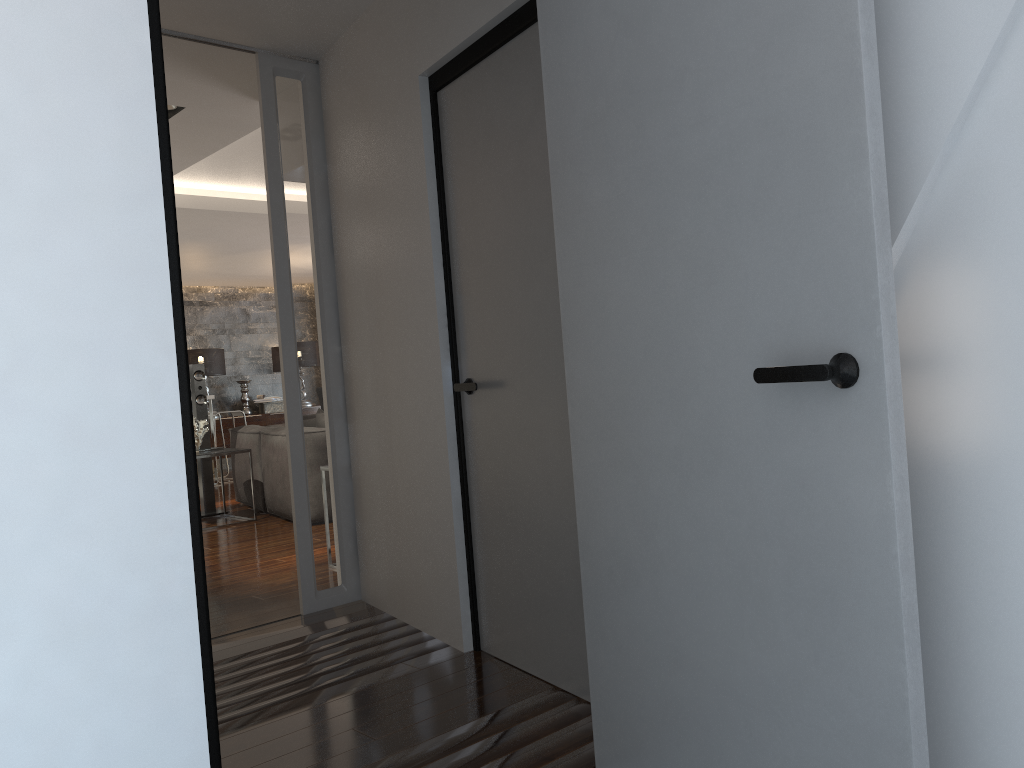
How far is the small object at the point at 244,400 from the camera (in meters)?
12.67

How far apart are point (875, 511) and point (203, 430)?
6.59m

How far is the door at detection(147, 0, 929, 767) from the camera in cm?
139

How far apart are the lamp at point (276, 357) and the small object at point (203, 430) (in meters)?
5.82

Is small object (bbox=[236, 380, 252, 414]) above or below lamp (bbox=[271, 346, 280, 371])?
below

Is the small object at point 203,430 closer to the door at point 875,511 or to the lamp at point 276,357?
the door at point 875,511

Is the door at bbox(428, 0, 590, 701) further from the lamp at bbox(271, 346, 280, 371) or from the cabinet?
the lamp at bbox(271, 346, 280, 371)

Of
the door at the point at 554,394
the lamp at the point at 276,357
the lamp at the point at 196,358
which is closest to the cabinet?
the lamp at the point at 196,358

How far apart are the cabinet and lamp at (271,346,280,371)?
0.8 meters

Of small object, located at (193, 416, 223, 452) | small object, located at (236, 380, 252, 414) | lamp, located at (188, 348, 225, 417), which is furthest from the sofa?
small object, located at (236, 380, 252, 414)
